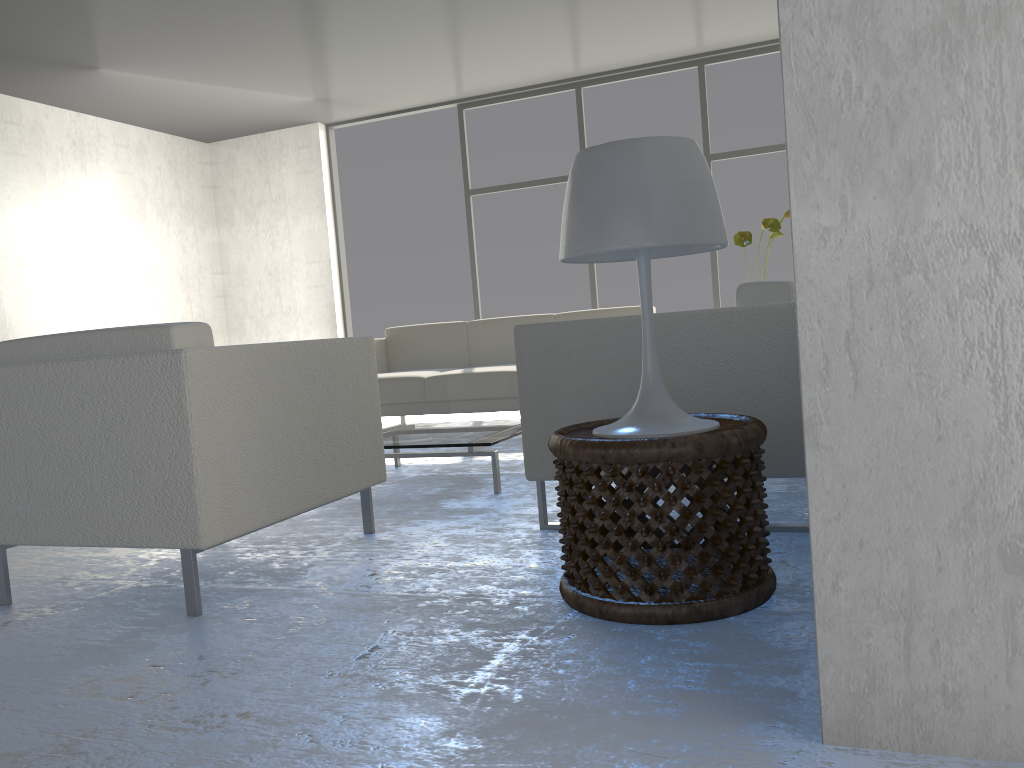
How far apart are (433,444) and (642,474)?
1.62m

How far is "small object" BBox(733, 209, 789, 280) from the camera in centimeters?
401cm

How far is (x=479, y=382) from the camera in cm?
470

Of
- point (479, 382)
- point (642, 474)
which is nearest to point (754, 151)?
point (479, 382)

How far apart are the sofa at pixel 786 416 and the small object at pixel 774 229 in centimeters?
178cm

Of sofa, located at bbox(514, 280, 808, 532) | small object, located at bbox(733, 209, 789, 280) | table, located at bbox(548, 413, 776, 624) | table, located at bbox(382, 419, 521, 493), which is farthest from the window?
table, located at bbox(548, 413, 776, 624)

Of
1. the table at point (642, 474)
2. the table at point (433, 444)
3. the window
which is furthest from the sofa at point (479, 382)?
the table at point (642, 474)

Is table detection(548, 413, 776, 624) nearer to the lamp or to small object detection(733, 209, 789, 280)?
the lamp

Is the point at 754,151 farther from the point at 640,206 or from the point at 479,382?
the point at 640,206

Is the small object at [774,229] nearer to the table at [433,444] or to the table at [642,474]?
the table at [433,444]
